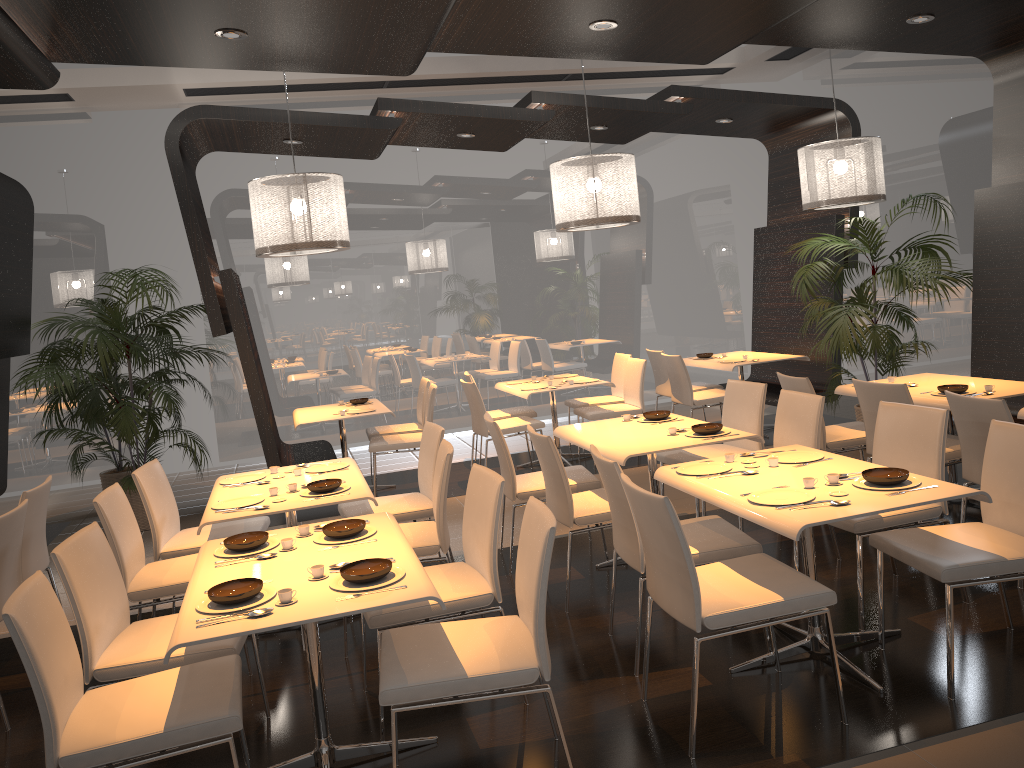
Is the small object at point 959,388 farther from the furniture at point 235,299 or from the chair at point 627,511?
the furniture at point 235,299

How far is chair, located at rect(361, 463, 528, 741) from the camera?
3.35m

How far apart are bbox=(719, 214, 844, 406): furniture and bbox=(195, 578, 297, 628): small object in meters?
6.1

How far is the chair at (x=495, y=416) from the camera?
8.08m

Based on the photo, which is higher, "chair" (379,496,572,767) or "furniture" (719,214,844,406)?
"furniture" (719,214,844,406)

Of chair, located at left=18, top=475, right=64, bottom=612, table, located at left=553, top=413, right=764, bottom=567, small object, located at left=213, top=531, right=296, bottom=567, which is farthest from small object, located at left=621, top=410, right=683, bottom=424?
chair, located at left=18, top=475, right=64, bottom=612

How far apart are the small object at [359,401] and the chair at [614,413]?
1.90m

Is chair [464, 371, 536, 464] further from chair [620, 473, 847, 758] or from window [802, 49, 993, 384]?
chair [620, 473, 847, 758]

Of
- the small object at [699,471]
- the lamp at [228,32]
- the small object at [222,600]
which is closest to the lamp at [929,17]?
the small object at [699,471]

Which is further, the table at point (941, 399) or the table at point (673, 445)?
the table at point (941, 399)
